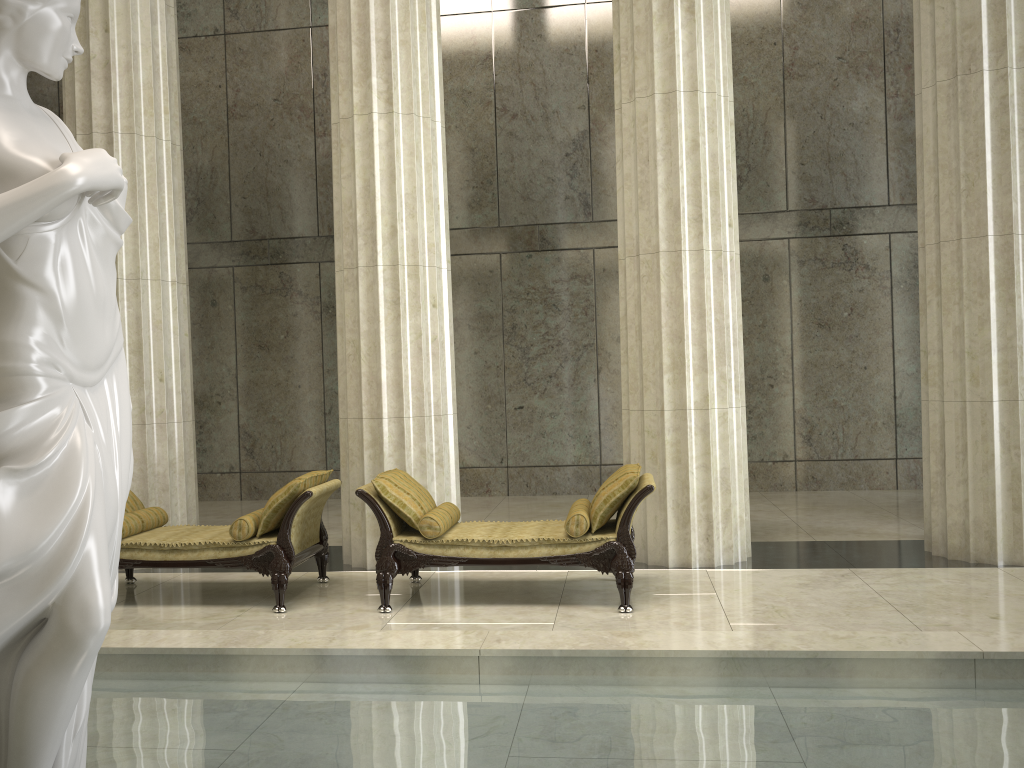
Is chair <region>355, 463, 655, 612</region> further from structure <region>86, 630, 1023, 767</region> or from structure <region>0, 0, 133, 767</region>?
structure <region>0, 0, 133, 767</region>

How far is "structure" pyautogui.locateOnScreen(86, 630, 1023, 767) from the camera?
3.4 meters

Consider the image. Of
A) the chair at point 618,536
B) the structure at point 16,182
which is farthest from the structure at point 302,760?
the chair at point 618,536

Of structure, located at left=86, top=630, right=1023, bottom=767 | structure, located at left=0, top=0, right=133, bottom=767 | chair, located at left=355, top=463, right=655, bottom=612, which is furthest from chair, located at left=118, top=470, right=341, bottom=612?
structure, located at left=0, top=0, right=133, bottom=767

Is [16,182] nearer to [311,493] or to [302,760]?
[302,760]

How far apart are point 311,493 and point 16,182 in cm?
414

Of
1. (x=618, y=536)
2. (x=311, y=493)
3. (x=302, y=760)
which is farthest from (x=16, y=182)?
(x=618, y=536)

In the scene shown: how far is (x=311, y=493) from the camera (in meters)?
6.46

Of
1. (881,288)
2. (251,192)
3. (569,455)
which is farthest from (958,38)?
(251,192)

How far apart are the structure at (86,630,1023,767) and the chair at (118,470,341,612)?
1.60m
